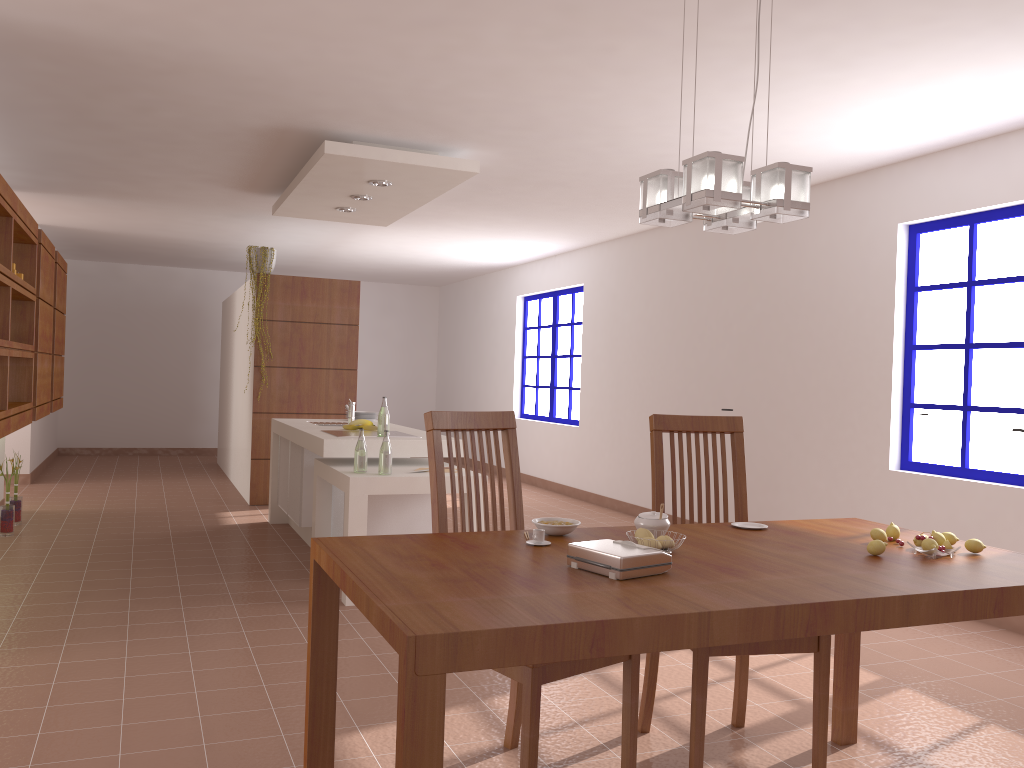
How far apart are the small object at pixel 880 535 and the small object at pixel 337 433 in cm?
338

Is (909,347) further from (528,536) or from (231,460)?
(231,460)

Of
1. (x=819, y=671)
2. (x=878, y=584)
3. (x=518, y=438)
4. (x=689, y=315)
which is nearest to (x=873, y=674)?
(x=819, y=671)

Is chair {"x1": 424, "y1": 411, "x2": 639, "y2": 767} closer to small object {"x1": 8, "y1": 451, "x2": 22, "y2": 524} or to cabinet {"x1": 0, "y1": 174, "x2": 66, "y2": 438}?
cabinet {"x1": 0, "y1": 174, "x2": 66, "y2": 438}

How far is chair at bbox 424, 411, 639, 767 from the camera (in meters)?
2.20

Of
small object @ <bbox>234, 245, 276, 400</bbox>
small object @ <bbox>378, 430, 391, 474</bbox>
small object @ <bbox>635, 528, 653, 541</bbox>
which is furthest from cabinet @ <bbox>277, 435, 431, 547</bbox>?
small object @ <bbox>635, 528, 653, 541</bbox>

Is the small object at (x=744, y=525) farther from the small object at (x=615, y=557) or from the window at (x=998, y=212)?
the window at (x=998, y=212)

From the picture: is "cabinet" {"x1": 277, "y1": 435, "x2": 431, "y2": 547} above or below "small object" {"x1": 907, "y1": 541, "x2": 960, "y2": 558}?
below

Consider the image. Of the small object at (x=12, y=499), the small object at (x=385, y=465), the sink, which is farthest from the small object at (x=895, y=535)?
the small object at (x=12, y=499)

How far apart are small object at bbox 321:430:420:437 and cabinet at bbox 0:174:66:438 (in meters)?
1.69
